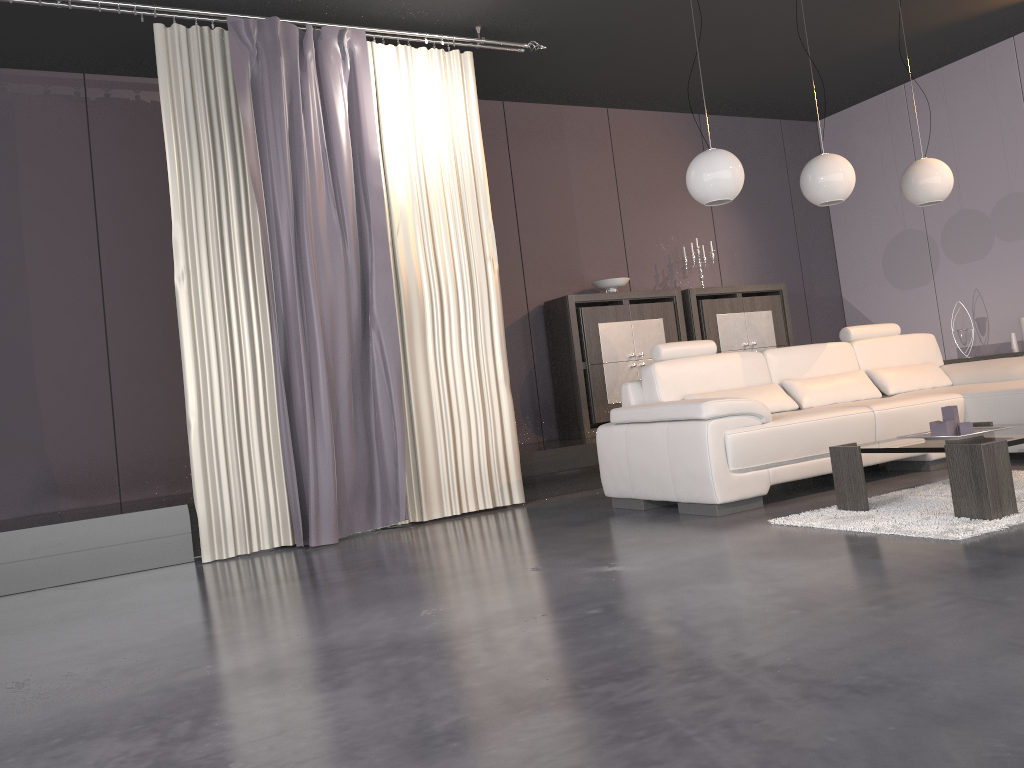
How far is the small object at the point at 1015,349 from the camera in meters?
6.8

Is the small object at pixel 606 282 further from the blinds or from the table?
the table

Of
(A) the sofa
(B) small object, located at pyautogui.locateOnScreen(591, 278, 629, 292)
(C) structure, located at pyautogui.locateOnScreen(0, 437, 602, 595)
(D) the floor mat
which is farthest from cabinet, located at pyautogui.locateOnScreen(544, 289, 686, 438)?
(D) the floor mat

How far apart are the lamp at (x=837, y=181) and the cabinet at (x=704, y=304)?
2.0 meters

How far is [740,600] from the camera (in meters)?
2.52

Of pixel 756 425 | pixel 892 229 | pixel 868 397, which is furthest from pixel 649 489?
pixel 892 229

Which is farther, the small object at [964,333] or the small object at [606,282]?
the small object at [964,333]

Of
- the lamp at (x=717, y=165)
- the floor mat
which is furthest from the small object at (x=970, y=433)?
the lamp at (x=717, y=165)

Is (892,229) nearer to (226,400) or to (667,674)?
(226,400)

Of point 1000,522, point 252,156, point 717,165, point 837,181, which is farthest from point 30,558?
point 837,181
